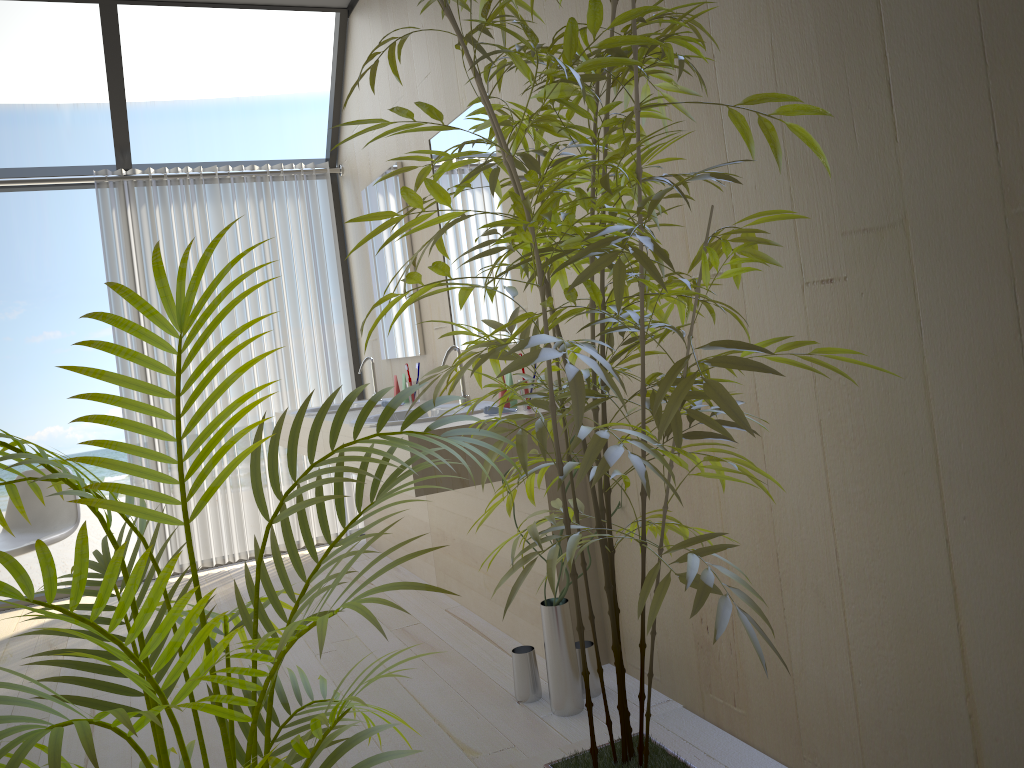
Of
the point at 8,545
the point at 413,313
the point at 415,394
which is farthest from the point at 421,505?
the point at 8,545

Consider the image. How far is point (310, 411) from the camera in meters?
4.3

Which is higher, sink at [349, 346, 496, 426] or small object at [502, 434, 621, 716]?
sink at [349, 346, 496, 426]

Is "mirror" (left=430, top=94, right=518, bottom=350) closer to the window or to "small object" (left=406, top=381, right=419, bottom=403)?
"small object" (left=406, top=381, right=419, bottom=403)

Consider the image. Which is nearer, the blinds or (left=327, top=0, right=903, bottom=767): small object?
(left=327, top=0, right=903, bottom=767): small object

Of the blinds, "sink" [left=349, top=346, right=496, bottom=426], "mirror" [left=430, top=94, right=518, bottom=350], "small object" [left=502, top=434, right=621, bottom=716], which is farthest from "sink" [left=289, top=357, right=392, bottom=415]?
"small object" [left=502, top=434, right=621, bottom=716]

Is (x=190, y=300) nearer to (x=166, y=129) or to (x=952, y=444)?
(x=952, y=444)

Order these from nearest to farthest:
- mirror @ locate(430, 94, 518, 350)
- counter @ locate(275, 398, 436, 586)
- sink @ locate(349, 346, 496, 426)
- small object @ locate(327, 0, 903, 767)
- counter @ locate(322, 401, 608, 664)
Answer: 1. small object @ locate(327, 0, 903, 767)
2. counter @ locate(322, 401, 608, 664)
3. sink @ locate(349, 346, 496, 426)
4. mirror @ locate(430, 94, 518, 350)
5. counter @ locate(275, 398, 436, 586)

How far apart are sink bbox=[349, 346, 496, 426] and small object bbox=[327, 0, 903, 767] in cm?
107

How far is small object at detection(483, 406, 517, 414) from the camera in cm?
273
